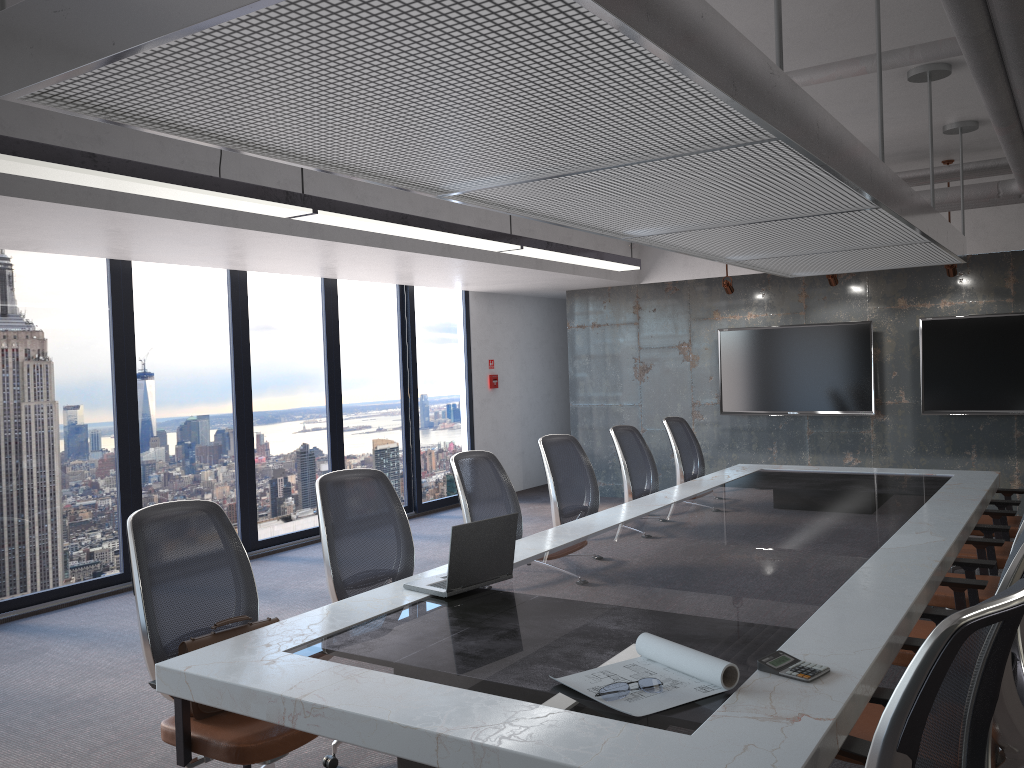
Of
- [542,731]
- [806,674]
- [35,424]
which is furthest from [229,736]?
[35,424]

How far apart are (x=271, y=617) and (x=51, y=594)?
1.78m

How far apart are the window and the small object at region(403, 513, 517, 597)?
4.09m

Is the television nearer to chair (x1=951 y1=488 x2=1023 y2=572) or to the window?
chair (x1=951 y1=488 x2=1023 y2=572)

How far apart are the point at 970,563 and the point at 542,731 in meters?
2.8

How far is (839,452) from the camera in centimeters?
927cm

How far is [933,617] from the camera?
3.3m

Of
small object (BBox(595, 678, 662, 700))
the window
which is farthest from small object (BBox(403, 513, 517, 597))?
the window

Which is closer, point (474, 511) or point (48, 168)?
point (48, 168)

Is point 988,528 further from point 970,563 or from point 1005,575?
point 1005,575
